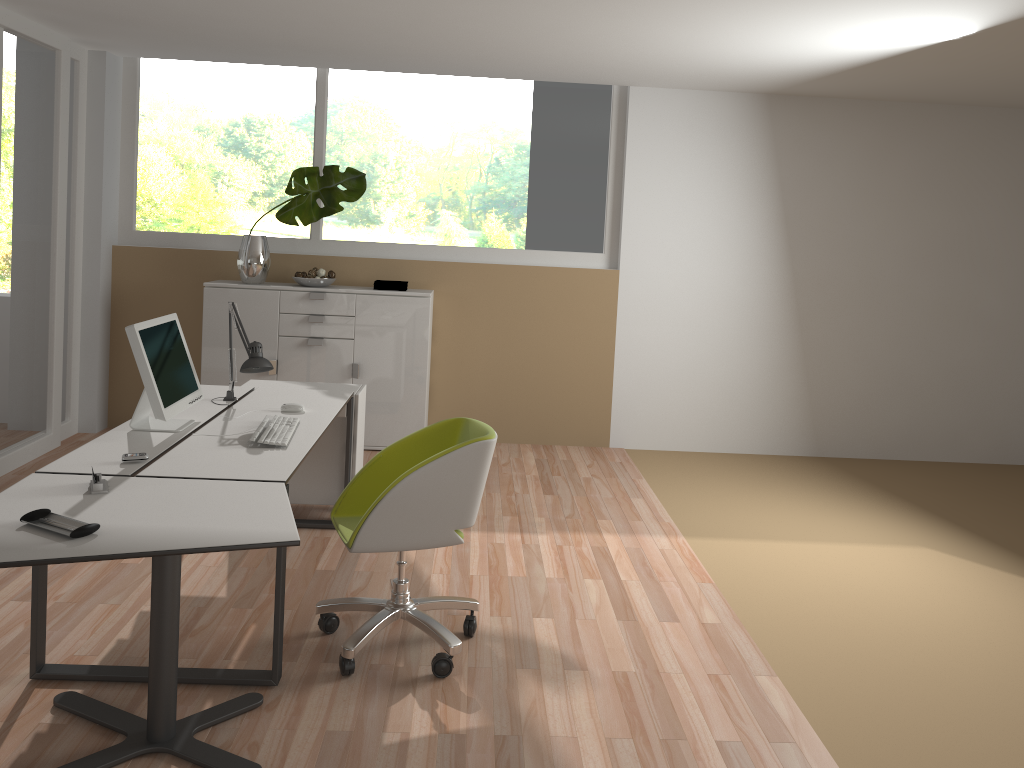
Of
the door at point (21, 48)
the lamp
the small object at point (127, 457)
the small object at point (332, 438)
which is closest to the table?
the small object at point (127, 457)

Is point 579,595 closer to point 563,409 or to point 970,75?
point 563,409

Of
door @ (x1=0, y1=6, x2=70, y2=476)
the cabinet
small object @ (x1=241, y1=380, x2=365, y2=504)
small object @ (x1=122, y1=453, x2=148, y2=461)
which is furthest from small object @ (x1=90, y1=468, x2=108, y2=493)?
the cabinet

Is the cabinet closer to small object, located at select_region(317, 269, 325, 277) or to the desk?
small object, located at select_region(317, 269, 325, 277)

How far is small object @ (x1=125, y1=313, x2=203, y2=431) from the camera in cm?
331

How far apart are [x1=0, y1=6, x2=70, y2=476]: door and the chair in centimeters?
282cm

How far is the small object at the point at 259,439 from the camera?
3.32m

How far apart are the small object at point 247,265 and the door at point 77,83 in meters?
1.1

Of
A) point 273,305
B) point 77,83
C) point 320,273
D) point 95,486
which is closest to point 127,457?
point 95,486

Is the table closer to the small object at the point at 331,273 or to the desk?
the desk
